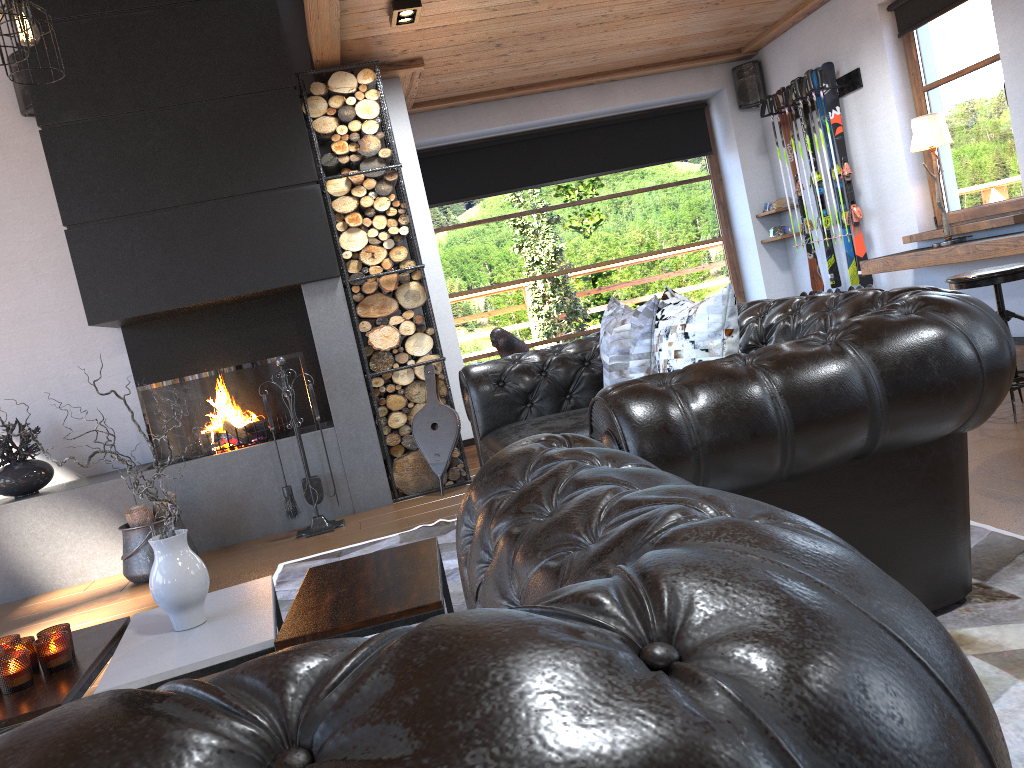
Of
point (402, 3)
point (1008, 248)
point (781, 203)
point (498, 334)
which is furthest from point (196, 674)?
point (781, 203)

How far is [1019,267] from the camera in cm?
396

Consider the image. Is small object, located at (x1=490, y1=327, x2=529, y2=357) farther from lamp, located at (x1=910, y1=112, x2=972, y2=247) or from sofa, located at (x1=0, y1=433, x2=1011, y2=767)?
sofa, located at (x1=0, y1=433, x2=1011, y2=767)

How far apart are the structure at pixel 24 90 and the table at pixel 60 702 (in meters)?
3.92

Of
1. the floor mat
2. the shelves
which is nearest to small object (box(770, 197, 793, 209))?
the shelves

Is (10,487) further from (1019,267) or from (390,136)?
(1019,267)

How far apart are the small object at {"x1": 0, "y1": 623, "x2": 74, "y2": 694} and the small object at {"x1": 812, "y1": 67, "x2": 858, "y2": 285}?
5.8 meters

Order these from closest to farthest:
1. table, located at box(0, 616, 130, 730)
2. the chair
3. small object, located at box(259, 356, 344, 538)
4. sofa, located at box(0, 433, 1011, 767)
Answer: sofa, located at box(0, 433, 1011, 767) → table, located at box(0, 616, 130, 730) → the chair → small object, located at box(259, 356, 344, 538)

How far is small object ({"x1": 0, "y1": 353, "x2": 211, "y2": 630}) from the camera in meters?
2.3 m

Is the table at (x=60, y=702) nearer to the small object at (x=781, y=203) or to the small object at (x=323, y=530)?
the small object at (x=323, y=530)
